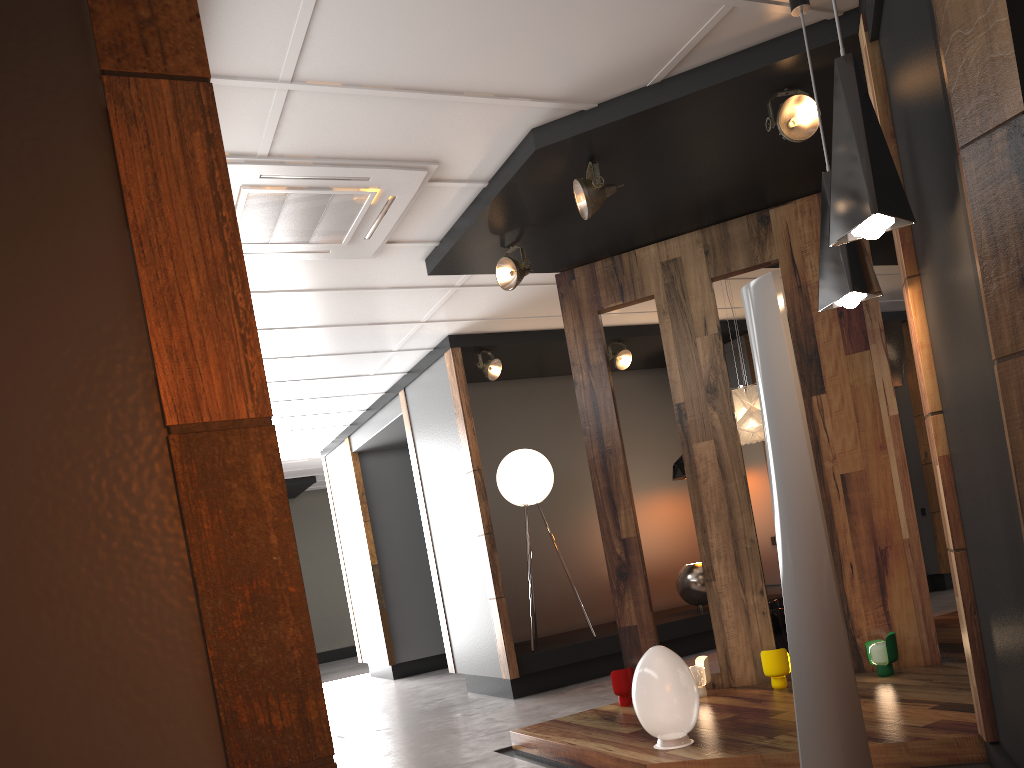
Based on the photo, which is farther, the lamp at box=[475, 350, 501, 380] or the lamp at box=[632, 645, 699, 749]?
the lamp at box=[475, 350, 501, 380]

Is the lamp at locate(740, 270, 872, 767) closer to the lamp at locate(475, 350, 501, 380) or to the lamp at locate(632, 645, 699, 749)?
the lamp at locate(632, 645, 699, 749)

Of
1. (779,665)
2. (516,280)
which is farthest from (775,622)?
(516,280)

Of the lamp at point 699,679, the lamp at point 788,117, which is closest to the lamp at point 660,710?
the lamp at point 699,679

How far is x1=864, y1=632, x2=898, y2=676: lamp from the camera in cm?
464

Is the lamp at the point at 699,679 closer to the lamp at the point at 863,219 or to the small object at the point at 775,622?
the small object at the point at 775,622

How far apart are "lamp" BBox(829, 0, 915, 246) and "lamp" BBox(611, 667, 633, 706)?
3.2 meters

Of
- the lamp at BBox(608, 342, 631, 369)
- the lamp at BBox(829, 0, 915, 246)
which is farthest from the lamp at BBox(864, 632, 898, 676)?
the lamp at BBox(608, 342, 631, 369)

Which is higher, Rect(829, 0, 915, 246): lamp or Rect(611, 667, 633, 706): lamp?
Rect(829, 0, 915, 246): lamp

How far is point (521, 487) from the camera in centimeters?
730cm
